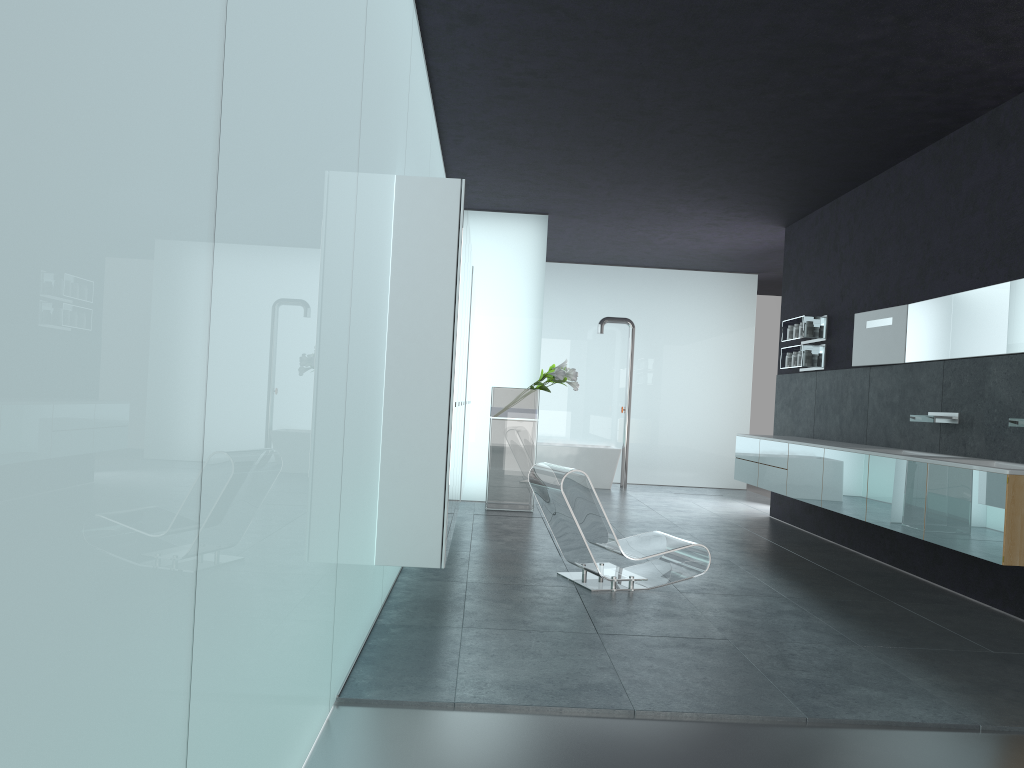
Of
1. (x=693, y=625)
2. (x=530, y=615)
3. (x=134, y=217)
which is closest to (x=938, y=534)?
(x=693, y=625)

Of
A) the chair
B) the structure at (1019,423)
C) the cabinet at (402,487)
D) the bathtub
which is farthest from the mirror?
the bathtub

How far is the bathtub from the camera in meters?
14.2 m

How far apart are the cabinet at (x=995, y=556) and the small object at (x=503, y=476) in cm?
245

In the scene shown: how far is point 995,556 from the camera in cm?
522

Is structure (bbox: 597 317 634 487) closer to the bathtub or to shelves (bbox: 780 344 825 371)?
the bathtub

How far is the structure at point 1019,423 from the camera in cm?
596

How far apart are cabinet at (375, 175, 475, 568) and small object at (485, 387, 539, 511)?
1.6m

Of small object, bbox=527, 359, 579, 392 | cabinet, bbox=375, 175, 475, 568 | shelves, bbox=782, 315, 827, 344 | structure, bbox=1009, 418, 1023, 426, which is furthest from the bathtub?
structure, bbox=1009, 418, 1023, 426

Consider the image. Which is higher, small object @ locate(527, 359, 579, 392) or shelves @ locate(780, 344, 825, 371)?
shelves @ locate(780, 344, 825, 371)
